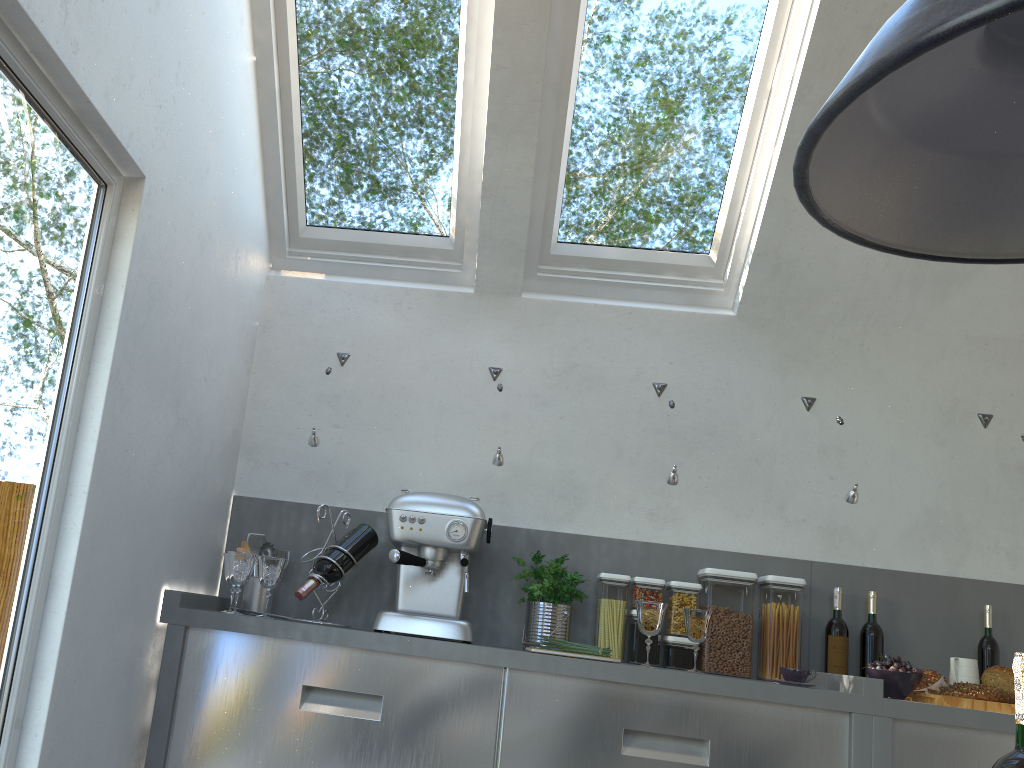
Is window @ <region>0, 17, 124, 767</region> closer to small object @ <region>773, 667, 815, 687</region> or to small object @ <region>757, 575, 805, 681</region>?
small object @ <region>773, 667, 815, 687</region>

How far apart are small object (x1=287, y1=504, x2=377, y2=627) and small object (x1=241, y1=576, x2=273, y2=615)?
0.2 meters

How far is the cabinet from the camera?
2.5 meters

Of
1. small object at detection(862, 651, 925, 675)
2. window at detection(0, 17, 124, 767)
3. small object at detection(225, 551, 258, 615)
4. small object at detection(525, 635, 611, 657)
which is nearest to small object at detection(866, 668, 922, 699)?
small object at detection(862, 651, 925, 675)

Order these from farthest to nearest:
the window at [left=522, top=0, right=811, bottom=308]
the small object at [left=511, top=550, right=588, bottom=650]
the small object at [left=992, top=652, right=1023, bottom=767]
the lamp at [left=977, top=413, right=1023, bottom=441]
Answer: the lamp at [left=977, top=413, right=1023, bottom=441], the window at [left=522, top=0, right=811, bottom=308], the small object at [left=511, top=550, right=588, bottom=650], the small object at [left=992, top=652, right=1023, bottom=767]

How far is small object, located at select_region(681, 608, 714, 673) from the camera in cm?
271

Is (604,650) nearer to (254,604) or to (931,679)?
(931,679)

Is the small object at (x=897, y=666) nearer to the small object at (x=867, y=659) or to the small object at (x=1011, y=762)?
the small object at (x=867, y=659)

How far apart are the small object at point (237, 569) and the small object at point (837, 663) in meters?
1.9

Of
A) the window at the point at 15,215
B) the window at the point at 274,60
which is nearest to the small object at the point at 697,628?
the window at the point at 274,60
